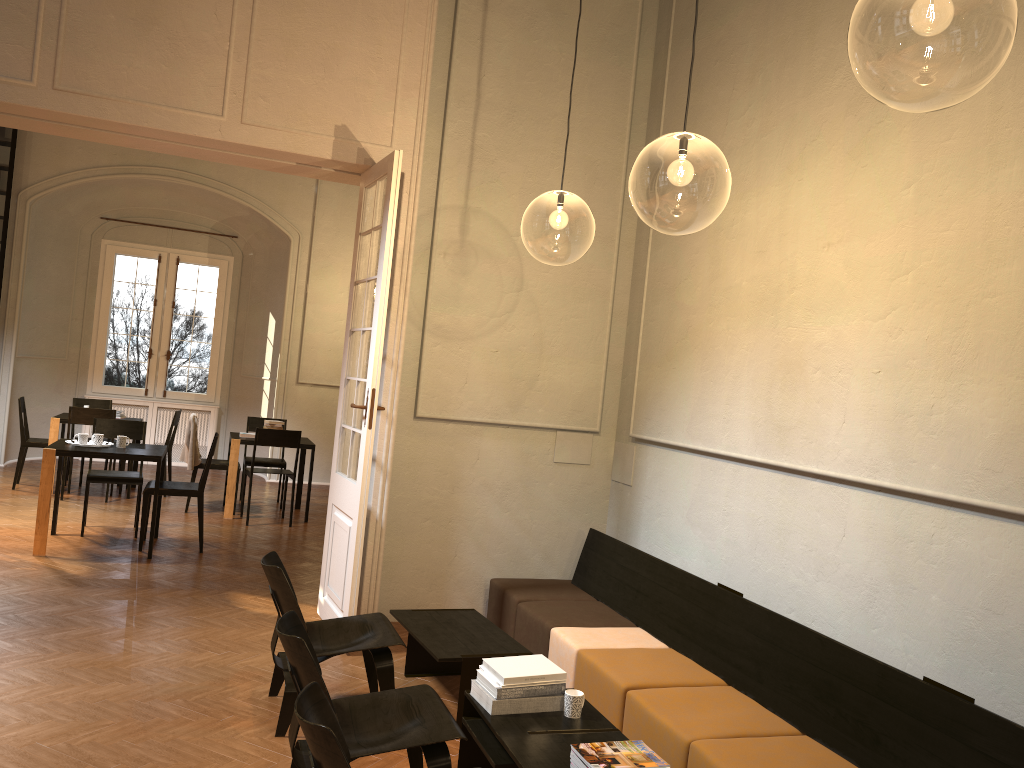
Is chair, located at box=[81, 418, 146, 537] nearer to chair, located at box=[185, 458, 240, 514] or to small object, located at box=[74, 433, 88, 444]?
small object, located at box=[74, 433, 88, 444]

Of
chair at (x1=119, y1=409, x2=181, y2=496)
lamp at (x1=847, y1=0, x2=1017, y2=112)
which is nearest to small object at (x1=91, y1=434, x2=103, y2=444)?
chair at (x1=119, y1=409, x2=181, y2=496)

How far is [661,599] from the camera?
5.5 meters

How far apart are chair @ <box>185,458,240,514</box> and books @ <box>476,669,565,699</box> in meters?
6.9

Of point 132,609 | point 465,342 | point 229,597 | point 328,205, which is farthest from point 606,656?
point 328,205

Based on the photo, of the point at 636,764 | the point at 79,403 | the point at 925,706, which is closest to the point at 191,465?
the point at 79,403

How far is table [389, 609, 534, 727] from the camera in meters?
4.6 m

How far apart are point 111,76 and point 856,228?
4.6 meters

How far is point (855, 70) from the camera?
7.6 meters

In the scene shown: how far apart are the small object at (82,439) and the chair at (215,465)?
2.24m
